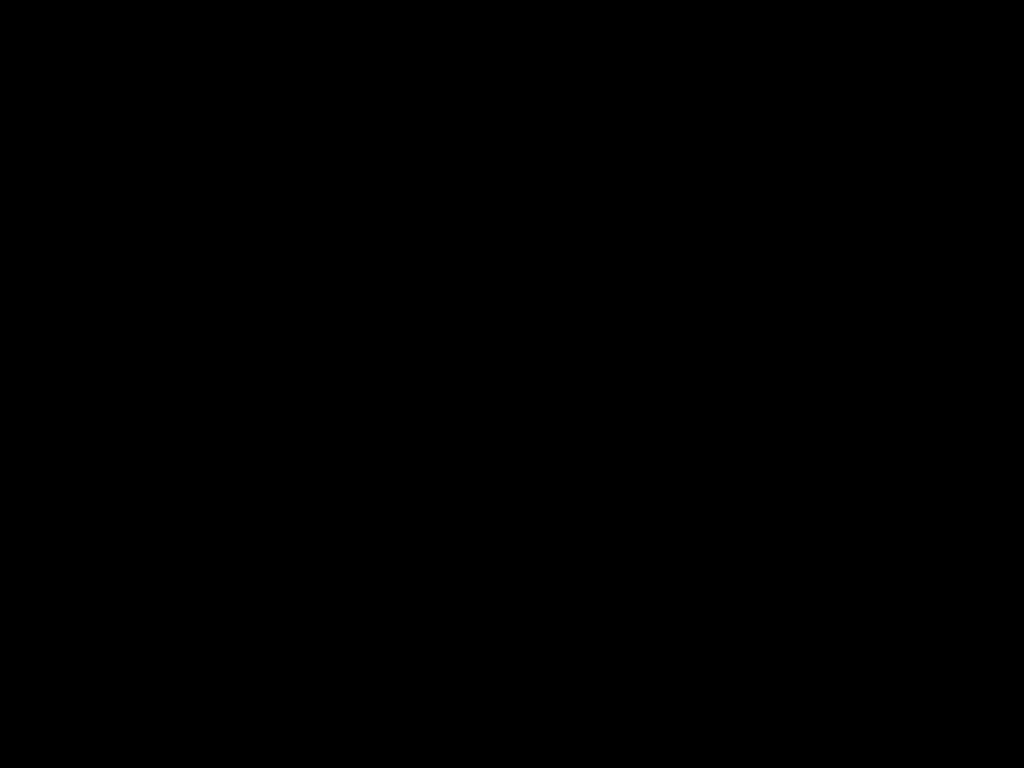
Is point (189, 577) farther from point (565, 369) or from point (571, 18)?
point (571, 18)

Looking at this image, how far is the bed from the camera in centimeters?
44cm

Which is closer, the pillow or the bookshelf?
the bookshelf

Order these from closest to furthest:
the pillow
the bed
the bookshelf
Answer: the bed < the bookshelf < the pillow

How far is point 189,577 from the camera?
2.2m

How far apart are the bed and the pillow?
0.0m

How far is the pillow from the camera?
2.65m

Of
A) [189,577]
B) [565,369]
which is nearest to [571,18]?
[189,577]

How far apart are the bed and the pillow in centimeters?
2cm

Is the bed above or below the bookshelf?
above
